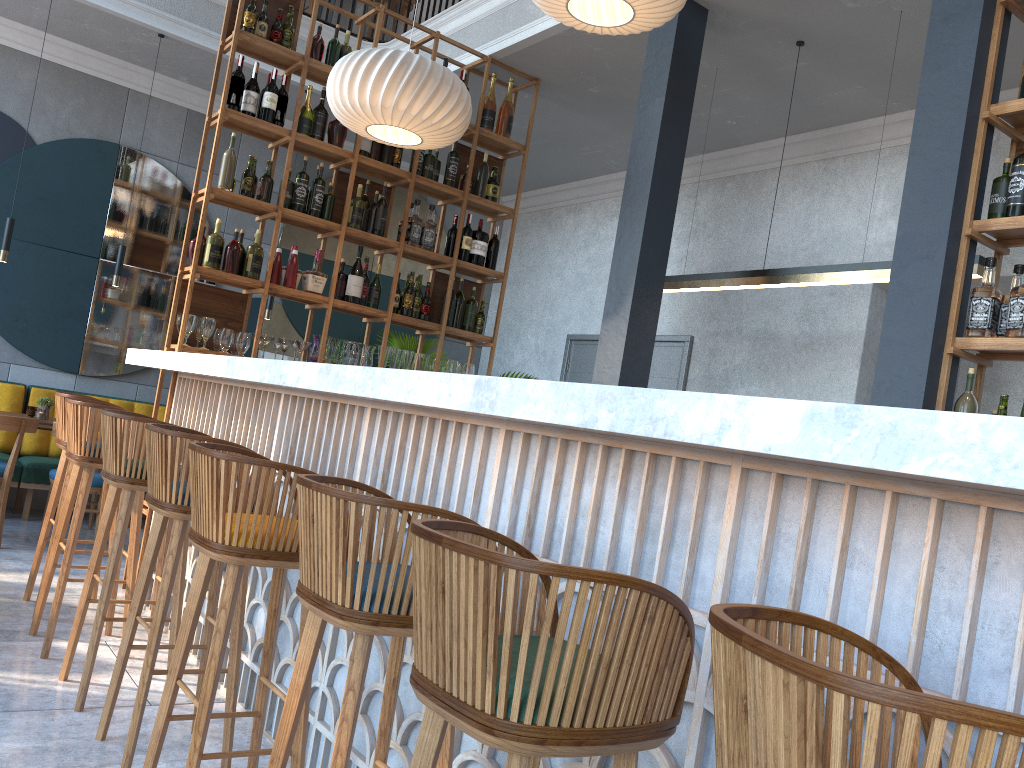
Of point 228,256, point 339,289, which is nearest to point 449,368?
point 339,289

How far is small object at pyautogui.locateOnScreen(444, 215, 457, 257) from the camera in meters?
5.7

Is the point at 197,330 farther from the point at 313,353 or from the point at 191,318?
the point at 313,353

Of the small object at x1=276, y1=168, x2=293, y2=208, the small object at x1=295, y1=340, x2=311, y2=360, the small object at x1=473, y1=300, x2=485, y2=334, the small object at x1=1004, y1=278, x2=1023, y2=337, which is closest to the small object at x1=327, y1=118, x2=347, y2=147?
the small object at x1=276, y1=168, x2=293, y2=208

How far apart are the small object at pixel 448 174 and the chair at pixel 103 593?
2.79m

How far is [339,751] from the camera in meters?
1.6

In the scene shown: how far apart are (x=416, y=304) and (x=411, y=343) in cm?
242

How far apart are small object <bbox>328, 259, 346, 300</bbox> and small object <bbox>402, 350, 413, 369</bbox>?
0.5m

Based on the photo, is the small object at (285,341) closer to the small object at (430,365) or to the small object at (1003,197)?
the small object at (430,365)

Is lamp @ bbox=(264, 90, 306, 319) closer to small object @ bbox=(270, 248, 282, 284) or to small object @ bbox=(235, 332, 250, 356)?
small object @ bbox=(270, 248, 282, 284)
